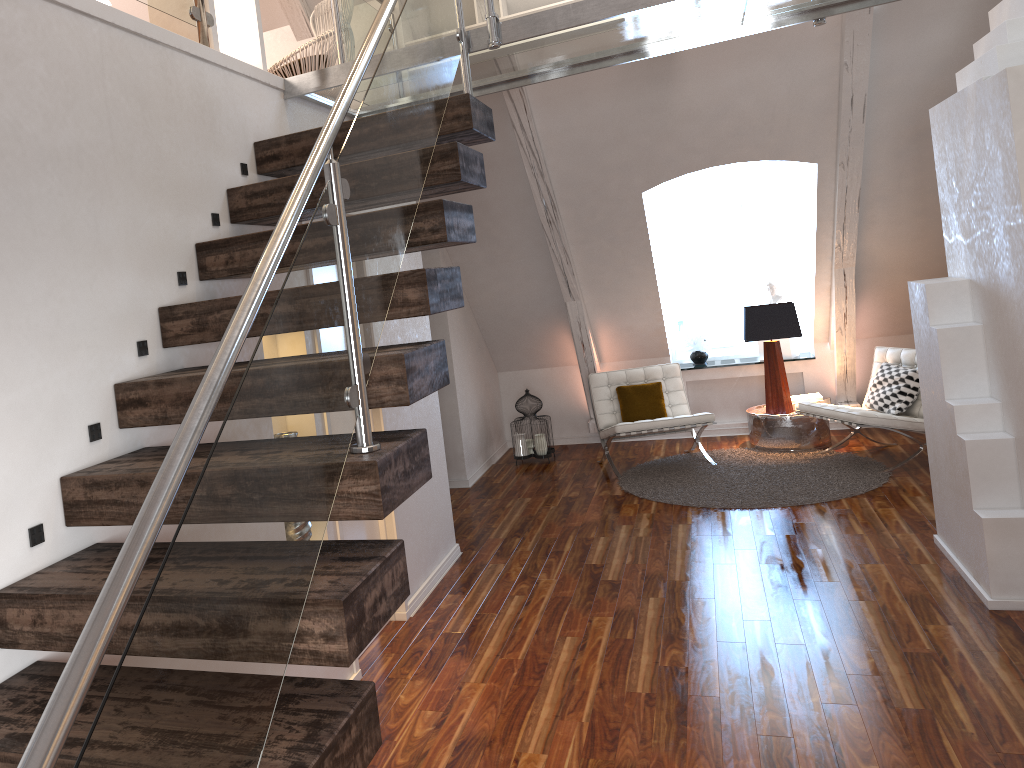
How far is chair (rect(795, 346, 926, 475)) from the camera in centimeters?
558cm

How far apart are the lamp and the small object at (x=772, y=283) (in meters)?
0.81

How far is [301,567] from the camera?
1.4 meters

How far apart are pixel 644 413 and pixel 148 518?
5.64m

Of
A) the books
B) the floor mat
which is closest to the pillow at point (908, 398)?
the floor mat

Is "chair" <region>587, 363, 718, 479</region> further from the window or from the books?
the window

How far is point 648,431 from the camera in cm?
610

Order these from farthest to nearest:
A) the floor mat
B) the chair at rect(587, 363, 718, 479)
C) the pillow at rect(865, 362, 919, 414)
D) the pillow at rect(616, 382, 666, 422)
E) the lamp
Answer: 1. the pillow at rect(616, 382, 666, 422)
2. the lamp
3. the chair at rect(587, 363, 718, 479)
4. the pillow at rect(865, 362, 919, 414)
5. the floor mat

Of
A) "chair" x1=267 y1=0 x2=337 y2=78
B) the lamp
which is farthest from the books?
"chair" x1=267 y1=0 x2=337 y2=78

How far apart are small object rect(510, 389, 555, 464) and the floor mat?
0.8m
